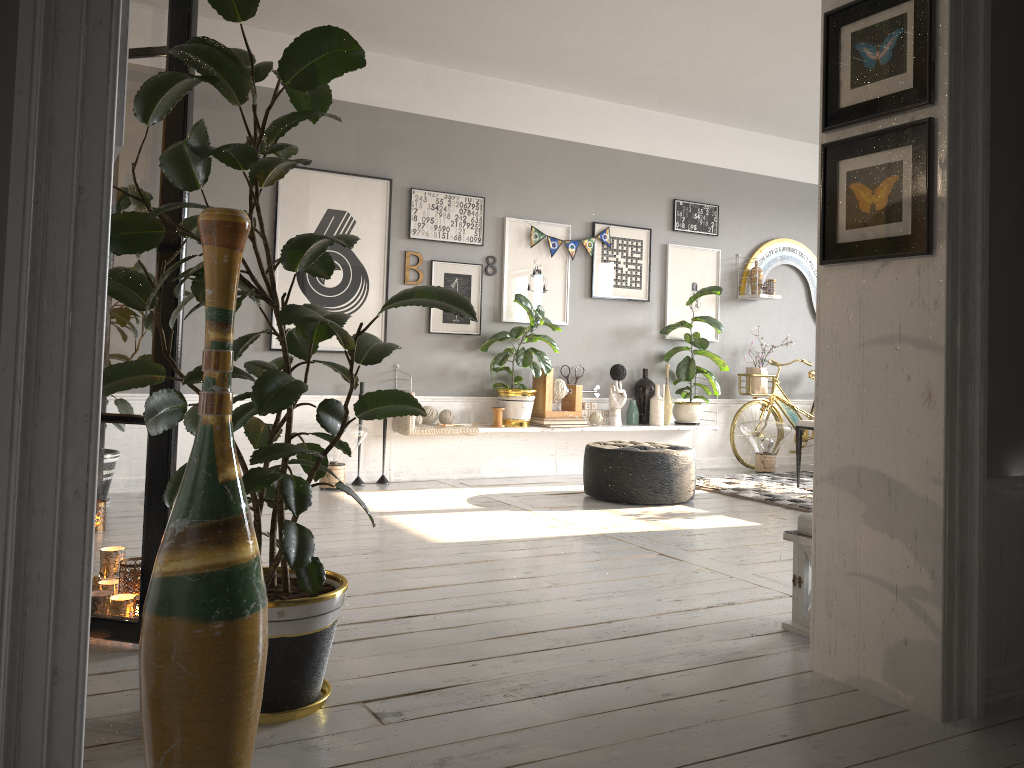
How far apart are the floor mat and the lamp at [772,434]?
0.2 meters

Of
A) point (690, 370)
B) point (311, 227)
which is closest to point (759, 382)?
point (690, 370)

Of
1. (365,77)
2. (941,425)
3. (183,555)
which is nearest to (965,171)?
(941,425)

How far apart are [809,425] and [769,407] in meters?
1.4 m

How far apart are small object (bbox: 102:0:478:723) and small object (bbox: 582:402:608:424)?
4.6 meters

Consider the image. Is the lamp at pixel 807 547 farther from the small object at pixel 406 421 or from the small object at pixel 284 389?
the small object at pixel 406 421

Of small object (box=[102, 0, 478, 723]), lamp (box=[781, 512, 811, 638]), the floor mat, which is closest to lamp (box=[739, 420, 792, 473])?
the floor mat

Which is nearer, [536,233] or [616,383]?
[536,233]

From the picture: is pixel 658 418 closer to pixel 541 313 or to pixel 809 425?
pixel 809 425

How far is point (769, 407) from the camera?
7.7 meters
